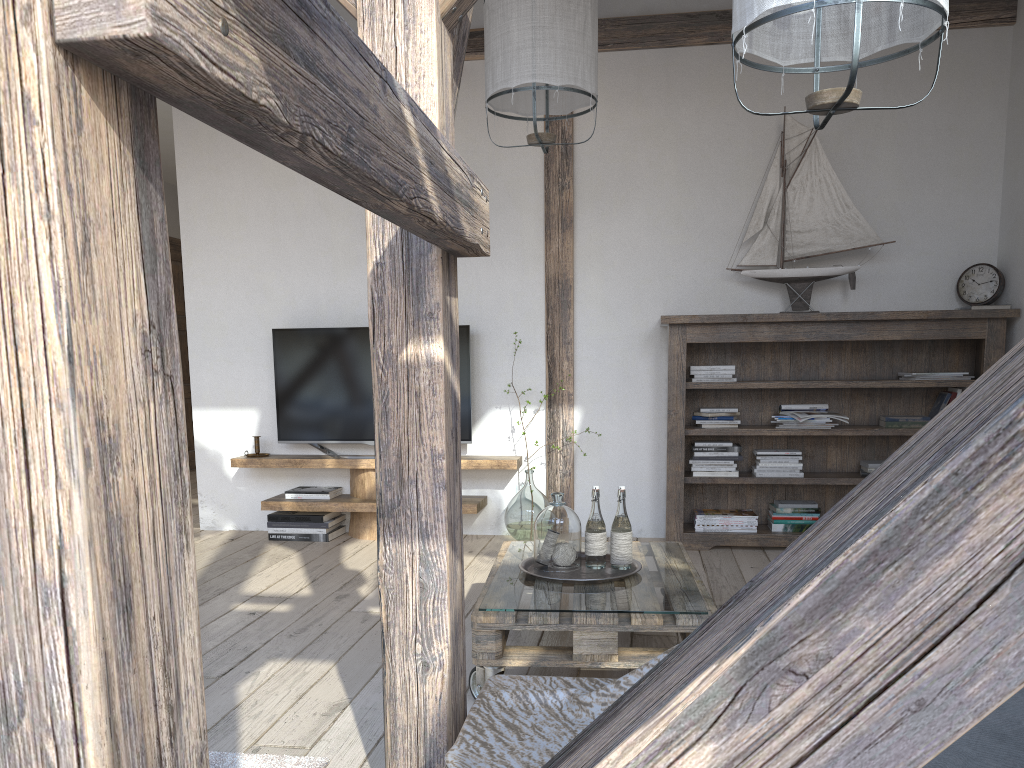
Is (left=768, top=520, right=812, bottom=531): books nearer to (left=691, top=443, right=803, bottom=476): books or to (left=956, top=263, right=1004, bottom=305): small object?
(left=691, top=443, right=803, bottom=476): books

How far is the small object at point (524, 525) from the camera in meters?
4.5 m

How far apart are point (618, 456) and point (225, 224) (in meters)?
2.57

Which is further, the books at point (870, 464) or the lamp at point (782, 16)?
the books at point (870, 464)

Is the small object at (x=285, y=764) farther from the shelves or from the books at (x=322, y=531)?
A: the books at (x=322, y=531)

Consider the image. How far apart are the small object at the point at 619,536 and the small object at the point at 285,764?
1.0 meters

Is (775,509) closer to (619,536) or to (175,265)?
(619,536)

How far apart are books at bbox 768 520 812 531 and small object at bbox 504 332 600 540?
1.1m

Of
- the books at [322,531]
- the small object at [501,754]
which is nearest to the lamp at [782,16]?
the small object at [501,754]

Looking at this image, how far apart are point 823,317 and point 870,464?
0.77m
